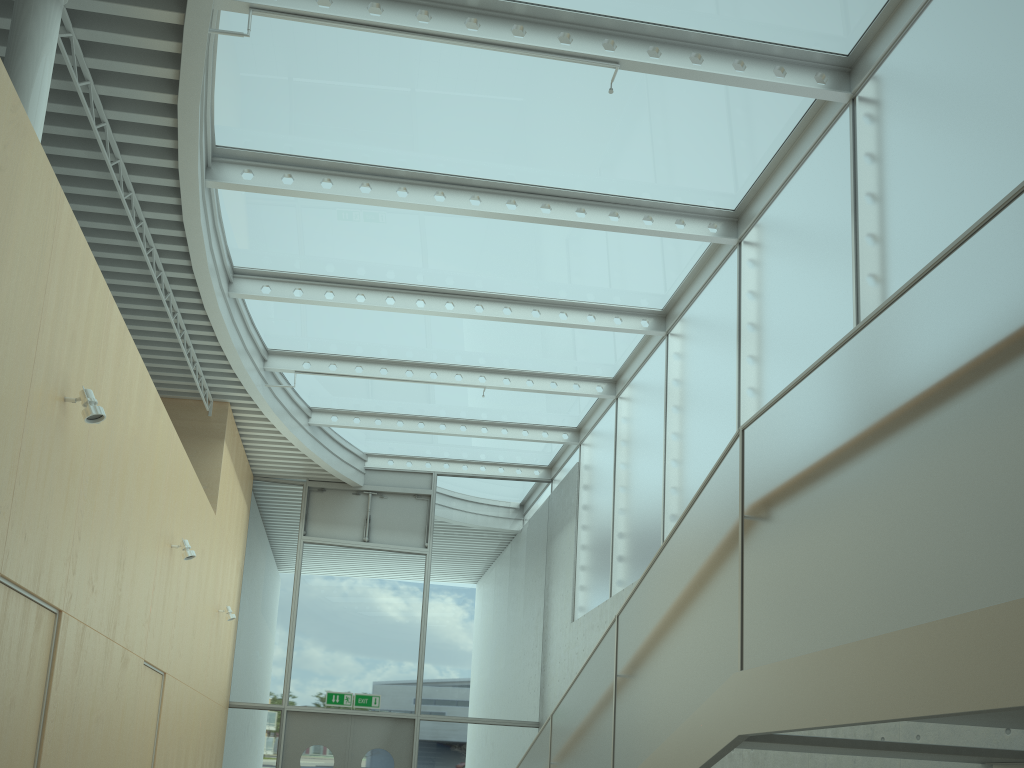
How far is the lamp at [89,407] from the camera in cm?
481

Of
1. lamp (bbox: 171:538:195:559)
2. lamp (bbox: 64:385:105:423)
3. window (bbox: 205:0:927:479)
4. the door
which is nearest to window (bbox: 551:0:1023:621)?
window (bbox: 205:0:927:479)

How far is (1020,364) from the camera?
2.1 meters

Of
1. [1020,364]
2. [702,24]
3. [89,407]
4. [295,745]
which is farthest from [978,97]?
[295,745]

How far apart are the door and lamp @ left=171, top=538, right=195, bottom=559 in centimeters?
532cm

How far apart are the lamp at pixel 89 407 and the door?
8.4m

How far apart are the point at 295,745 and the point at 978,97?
11.1m

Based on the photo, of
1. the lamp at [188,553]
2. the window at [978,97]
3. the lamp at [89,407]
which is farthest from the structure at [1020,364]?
the lamp at [188,553]

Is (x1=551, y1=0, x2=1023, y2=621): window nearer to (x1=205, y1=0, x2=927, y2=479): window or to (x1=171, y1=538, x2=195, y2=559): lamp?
(x1=205, y1=0, x2=927, y2=479): window

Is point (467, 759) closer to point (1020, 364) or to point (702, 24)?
point (702, 24)
